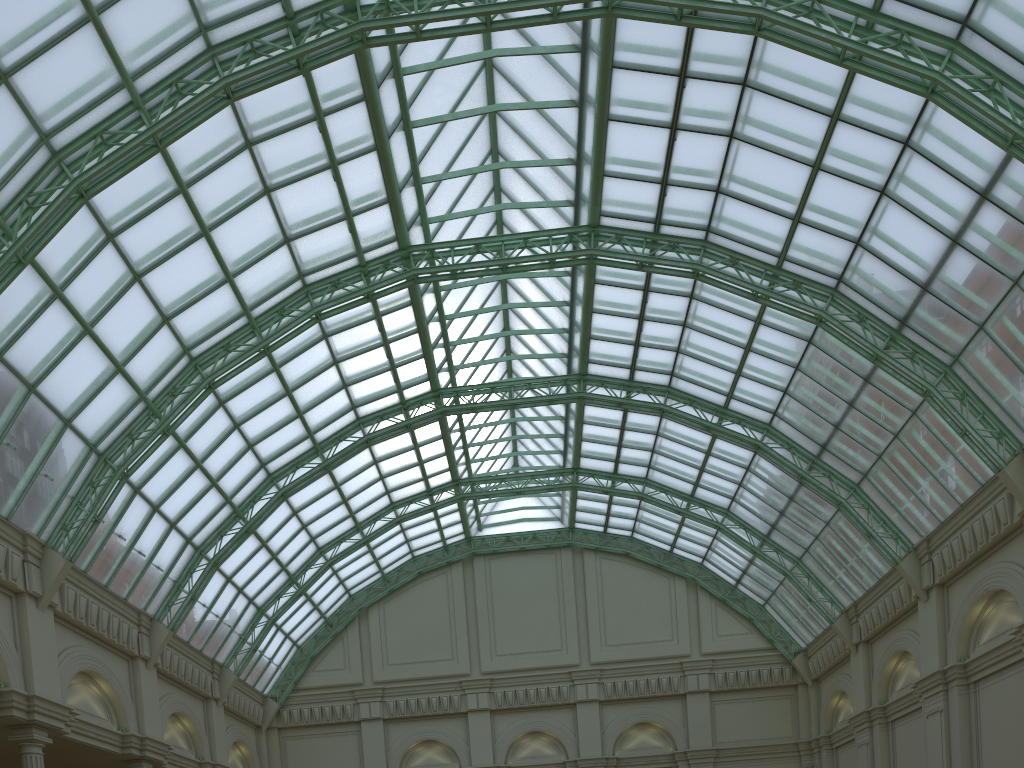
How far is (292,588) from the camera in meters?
48.6 m

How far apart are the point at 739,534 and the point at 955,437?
18.0m
